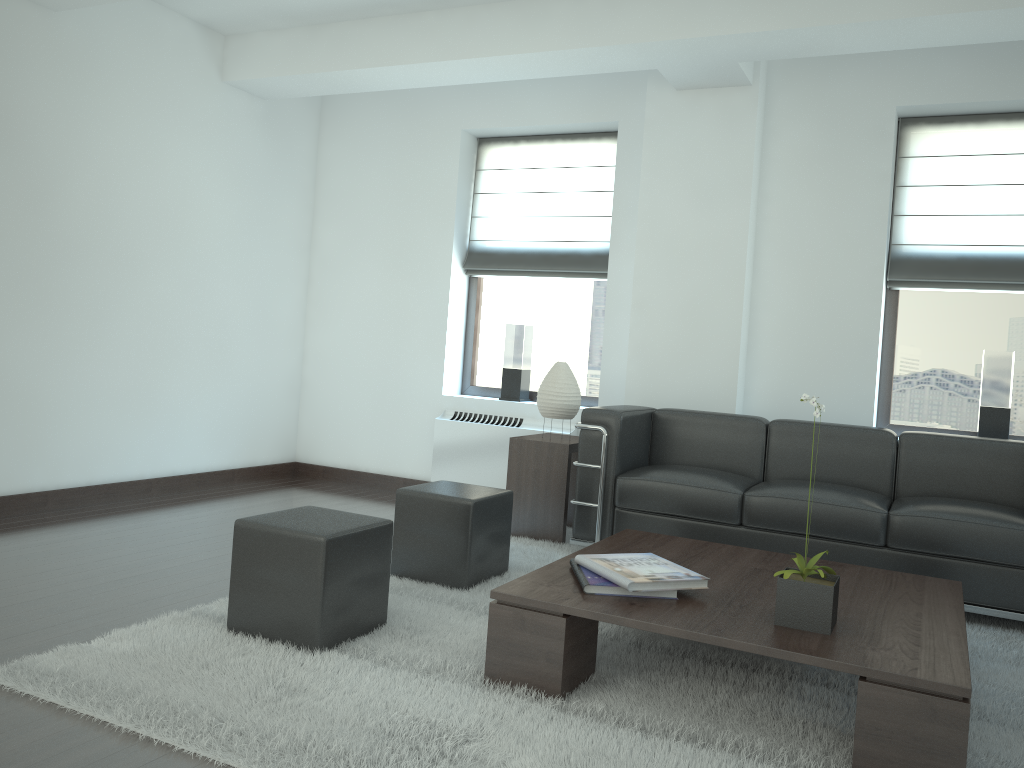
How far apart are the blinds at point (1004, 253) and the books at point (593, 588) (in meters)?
4.48

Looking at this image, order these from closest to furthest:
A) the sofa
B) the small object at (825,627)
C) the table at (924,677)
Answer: the table at (924,677), the small object at (825,627), the sofa

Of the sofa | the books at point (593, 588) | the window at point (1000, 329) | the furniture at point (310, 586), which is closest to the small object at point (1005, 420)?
the window at point (1000, 329)

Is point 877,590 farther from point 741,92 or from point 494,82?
point 494,82

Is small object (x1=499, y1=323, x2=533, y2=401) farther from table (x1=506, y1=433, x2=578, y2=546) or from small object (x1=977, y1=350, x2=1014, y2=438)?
small object (x1=977, y1=350, x2=1014, y2=438)

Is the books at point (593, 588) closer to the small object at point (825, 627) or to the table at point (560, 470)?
the small object at point (825, 627)

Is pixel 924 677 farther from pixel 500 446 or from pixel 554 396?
pixel 500 446

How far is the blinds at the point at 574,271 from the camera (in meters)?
8.70

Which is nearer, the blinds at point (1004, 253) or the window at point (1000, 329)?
the blinds at point (1004, 253)

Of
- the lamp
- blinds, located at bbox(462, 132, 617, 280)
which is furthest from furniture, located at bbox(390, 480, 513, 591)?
blinds, located at bbox(462, 132, 617, 280)
